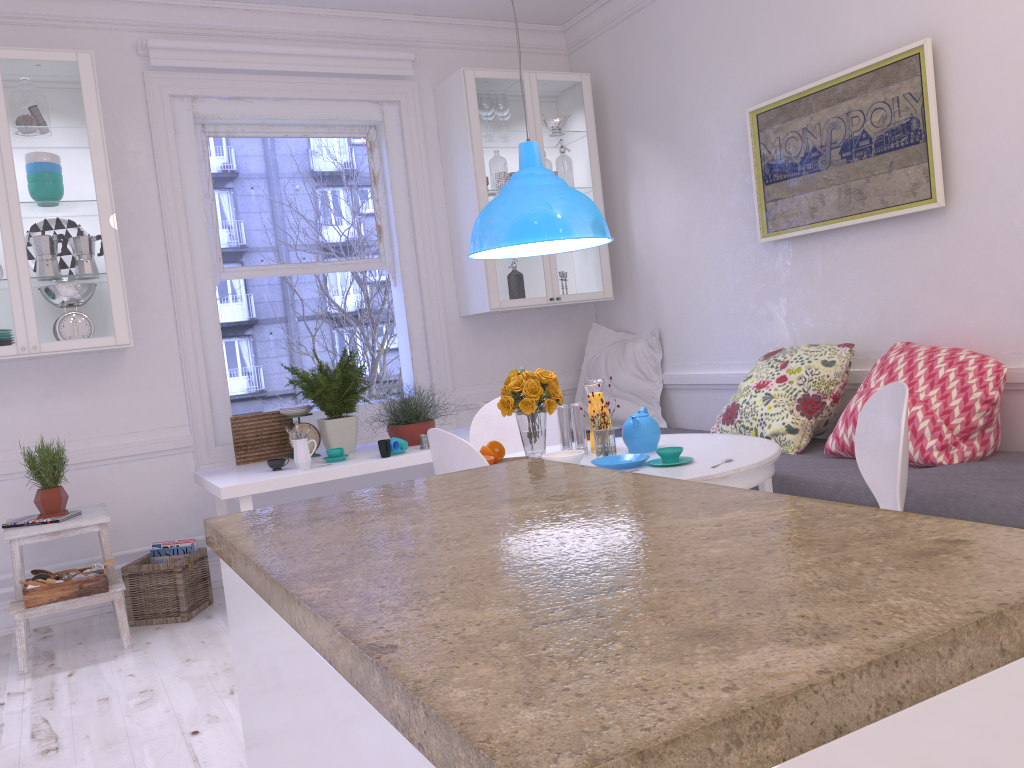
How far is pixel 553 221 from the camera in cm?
314

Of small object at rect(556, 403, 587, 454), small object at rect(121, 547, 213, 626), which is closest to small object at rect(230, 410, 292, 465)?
small object at rect(121, 547, 213, 626)

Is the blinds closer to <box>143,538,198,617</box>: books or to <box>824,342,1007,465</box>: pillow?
<box>143,538,198,617</box>: books

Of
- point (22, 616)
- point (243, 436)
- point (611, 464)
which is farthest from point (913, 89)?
point (22, 616)

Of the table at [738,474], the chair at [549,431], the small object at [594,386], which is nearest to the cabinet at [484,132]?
the chair at [549,431]

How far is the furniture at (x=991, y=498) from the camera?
2.6 meters

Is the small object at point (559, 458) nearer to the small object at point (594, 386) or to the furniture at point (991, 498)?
the small object at point (594, 386)

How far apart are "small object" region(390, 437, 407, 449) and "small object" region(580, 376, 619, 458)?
1.19m

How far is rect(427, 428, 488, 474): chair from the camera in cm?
257

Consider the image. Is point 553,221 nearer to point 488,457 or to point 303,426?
point 488,457
